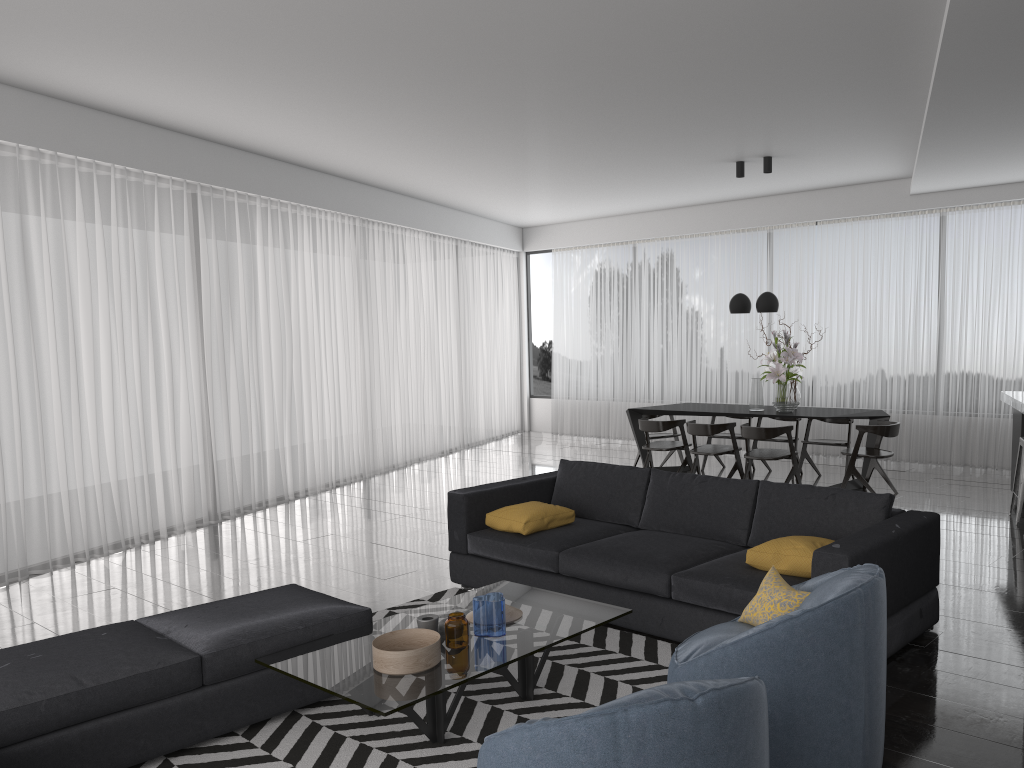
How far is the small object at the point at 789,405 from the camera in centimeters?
803cm

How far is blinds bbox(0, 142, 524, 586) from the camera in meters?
6.2

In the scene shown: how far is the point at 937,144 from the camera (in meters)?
6.84

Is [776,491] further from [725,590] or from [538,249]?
[538,249]

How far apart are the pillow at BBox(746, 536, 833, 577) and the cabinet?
3.9 meters

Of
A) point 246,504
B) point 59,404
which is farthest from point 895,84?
point 246,504

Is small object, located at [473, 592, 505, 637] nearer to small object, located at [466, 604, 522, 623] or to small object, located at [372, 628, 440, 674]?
small object, located at [466, 604, 522, 623]

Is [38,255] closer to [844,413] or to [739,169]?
[739,169]

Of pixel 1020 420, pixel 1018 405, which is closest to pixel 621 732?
pixel 1018 405

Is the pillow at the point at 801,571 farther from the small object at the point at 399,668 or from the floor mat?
the small object at the point at 399,668
